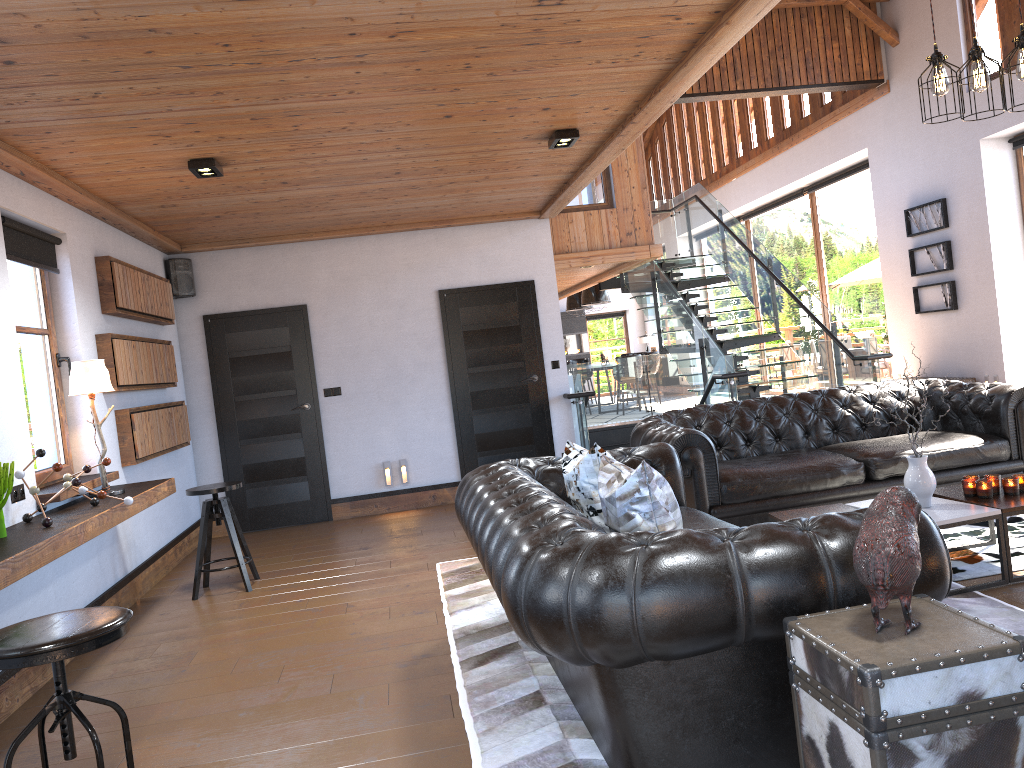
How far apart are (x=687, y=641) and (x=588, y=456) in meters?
1.3 m

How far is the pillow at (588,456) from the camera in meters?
3.5

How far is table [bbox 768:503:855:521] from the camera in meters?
4.5 m

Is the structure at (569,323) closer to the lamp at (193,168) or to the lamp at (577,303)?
the lamp at (577,303)

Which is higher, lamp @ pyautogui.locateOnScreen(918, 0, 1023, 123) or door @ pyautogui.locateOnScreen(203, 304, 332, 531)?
lamp @ pyautogui.locateOnScreen(918, 0, 1023, 123)

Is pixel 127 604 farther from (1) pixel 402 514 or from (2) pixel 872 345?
(2) pixel 872 345

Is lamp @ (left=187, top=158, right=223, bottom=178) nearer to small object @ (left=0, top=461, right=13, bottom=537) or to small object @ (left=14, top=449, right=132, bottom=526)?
small object @ (left=14, top=449, right=132, bottom=526)

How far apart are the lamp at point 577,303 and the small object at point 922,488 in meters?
14.7

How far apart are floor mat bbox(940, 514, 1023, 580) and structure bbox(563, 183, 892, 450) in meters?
3.7 m

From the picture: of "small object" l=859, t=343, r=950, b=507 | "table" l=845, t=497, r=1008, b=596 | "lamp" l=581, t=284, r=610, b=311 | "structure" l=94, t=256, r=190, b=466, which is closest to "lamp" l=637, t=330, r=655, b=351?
"lamp" l=581, t=284, r=610, b=311
